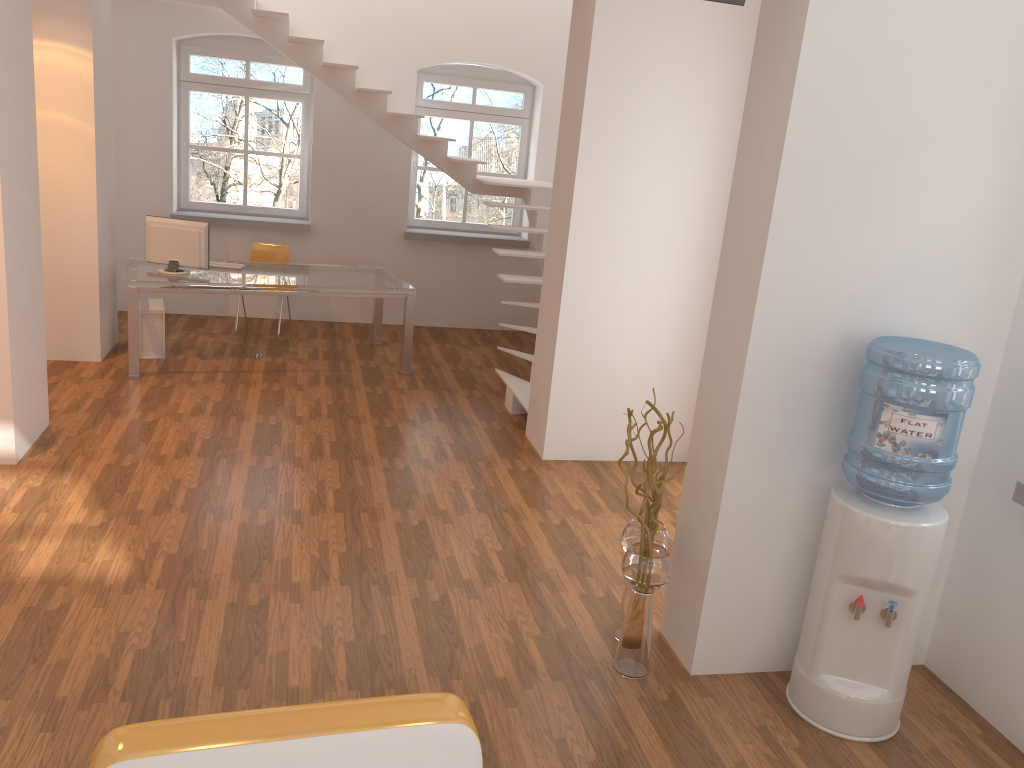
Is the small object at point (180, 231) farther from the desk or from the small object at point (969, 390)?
the small object at point (969, 390)

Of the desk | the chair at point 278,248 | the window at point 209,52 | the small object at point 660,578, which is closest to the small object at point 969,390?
the small object at point 660,578

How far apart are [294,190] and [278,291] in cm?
423

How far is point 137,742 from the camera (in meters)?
2.01

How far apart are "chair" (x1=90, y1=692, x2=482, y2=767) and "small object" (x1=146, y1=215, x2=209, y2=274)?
5.53m

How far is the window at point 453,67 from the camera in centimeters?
922cm

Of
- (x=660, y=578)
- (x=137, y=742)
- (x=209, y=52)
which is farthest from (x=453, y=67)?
(x=137, y=742)

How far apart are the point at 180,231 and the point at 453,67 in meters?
3.6

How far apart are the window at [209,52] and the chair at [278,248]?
0.8m

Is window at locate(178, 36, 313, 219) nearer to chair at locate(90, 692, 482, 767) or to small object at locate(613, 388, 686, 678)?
small object at locate(613, 388, 686, 678)
